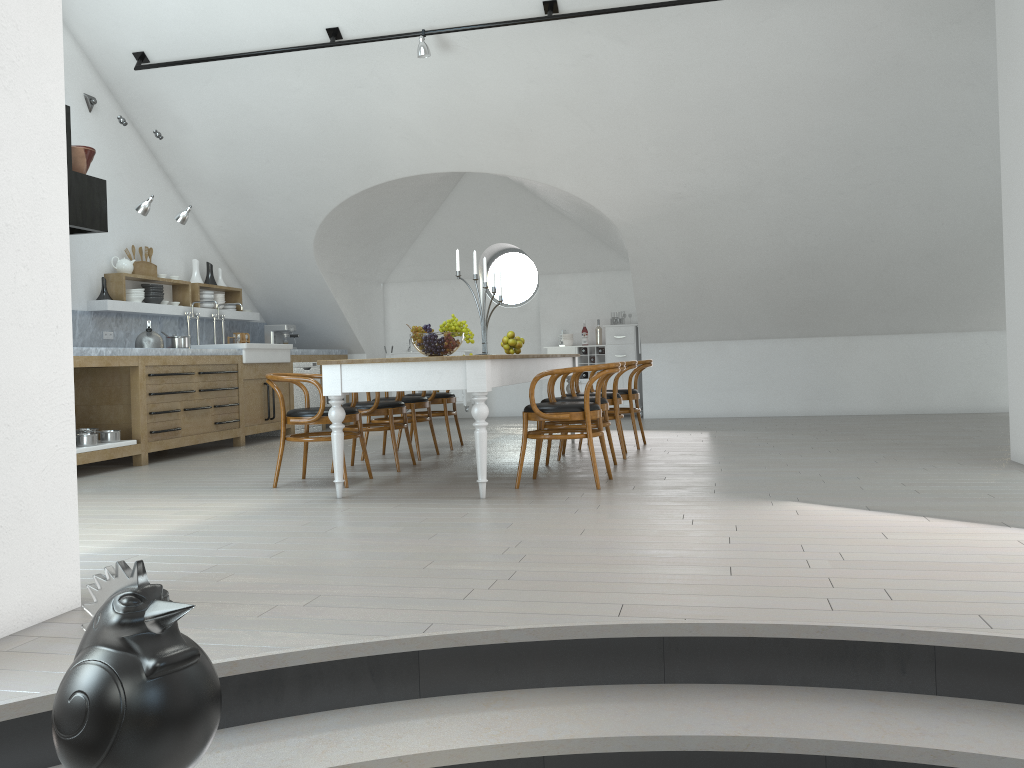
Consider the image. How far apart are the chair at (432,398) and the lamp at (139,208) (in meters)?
2.85

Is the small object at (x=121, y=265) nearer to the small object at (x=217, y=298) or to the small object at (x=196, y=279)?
the small object at (x=196, y=279)

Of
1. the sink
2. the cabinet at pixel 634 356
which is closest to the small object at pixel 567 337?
the cabinet at pixel 634 356

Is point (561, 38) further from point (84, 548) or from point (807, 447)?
point (84, 548)

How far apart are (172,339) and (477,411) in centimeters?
444cm

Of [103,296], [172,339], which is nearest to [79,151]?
[103,296]

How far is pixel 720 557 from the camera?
3.3 meters

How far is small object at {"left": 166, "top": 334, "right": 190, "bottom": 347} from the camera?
8.2 meters

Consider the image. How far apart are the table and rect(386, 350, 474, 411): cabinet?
3.5 meters

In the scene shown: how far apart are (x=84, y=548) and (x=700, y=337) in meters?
7.9 m
